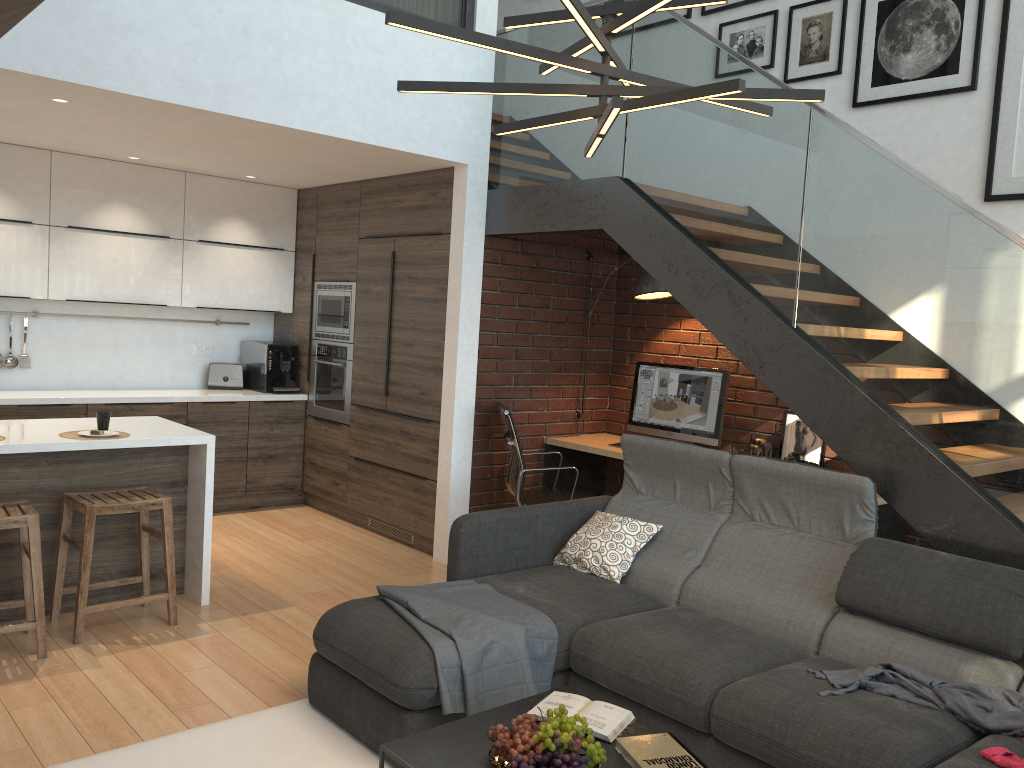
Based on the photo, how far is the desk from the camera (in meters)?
4.45

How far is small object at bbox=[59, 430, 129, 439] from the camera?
4.1m

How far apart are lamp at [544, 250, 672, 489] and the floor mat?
3.08m

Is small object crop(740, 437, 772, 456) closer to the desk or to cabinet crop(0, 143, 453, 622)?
the desk

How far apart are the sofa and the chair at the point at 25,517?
1.2m

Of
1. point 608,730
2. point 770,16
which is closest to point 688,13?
point 770,16

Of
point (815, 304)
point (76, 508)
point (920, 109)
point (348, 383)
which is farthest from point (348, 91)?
point (920, 109)

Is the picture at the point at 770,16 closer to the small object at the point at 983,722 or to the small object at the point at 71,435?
the small object at the point at 983,722

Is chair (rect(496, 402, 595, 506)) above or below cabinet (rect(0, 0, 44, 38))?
below

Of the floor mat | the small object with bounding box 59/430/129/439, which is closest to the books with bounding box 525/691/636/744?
the floor mat
